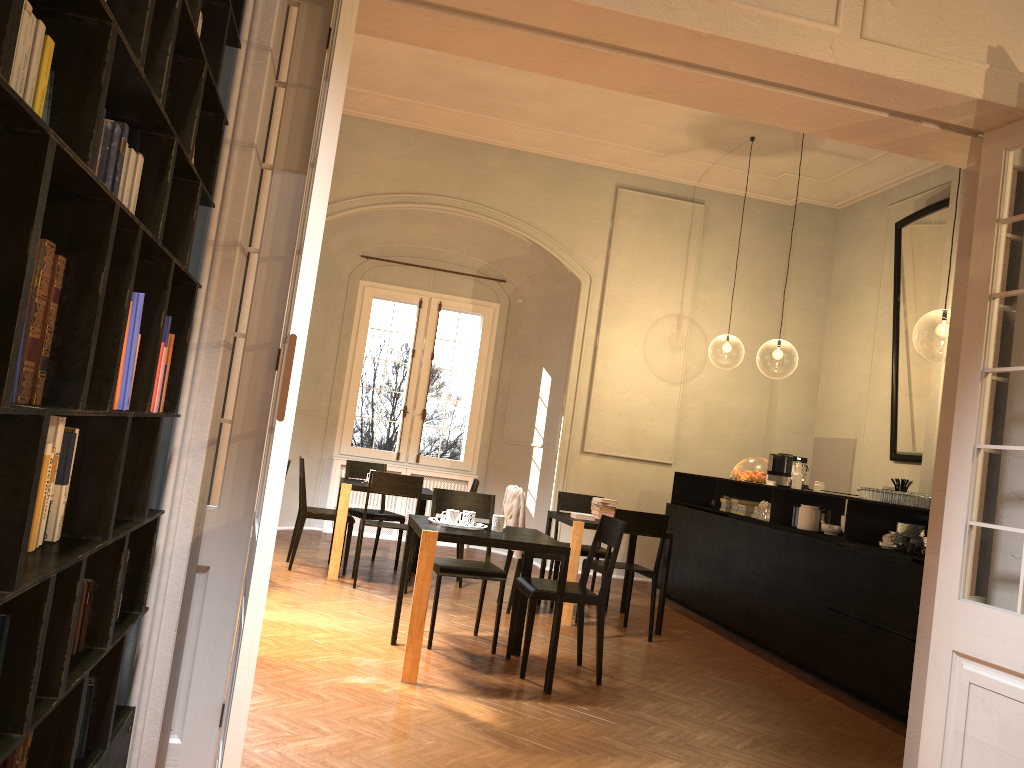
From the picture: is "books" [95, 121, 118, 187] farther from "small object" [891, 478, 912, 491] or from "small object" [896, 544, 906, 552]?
"small object" [891, 478, 912, 491]

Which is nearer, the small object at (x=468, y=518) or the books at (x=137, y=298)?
the books at (x=137, y=298)

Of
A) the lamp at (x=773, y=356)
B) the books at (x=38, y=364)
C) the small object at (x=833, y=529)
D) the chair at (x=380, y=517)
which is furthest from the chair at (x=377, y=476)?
the lamp at (x=773, y=356)

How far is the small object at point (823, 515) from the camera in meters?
7.6

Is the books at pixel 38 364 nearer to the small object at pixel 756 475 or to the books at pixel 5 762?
the books at pixel 5 762

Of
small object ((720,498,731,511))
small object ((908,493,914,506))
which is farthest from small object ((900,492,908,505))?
small object ((720,498,731,511))

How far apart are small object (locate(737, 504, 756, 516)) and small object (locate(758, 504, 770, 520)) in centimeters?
36cm

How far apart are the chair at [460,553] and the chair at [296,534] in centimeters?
110cm

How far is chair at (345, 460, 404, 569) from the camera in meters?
9.2 m

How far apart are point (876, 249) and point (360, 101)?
6.5 meters
